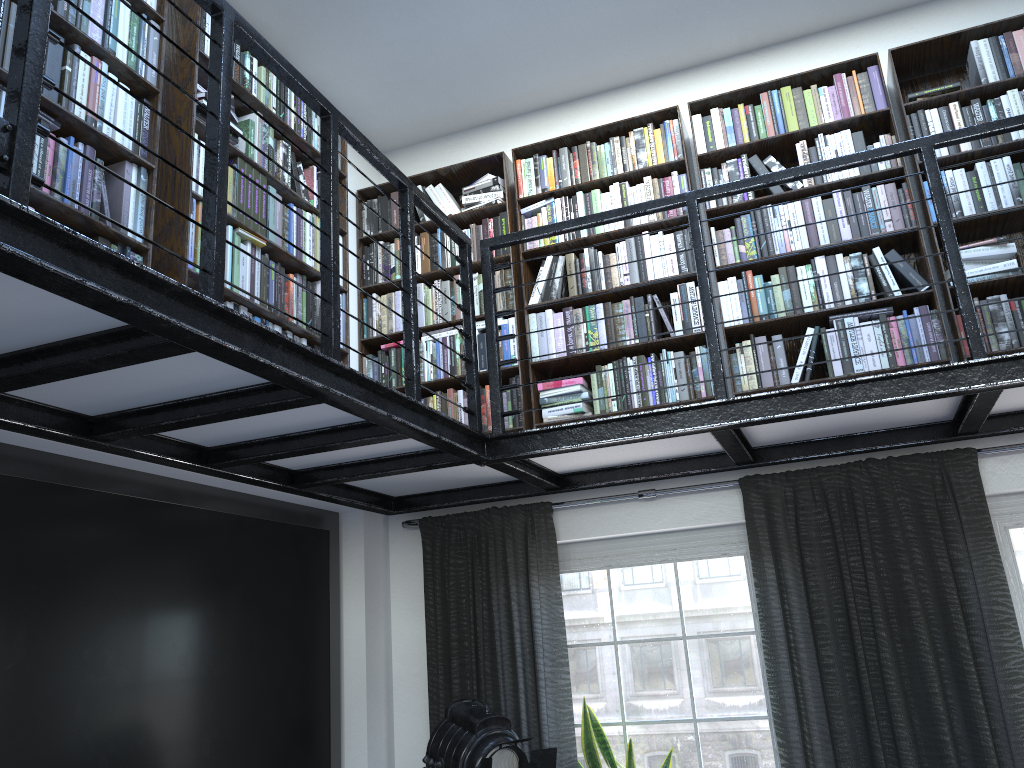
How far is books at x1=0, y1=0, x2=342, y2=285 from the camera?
2.48m

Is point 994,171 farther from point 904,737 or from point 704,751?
point 704,751

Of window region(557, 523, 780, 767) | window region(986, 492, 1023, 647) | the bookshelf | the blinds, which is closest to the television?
the blinds

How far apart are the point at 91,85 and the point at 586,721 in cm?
289

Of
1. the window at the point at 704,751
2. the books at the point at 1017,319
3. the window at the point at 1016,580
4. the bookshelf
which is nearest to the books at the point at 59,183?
the bookshelf

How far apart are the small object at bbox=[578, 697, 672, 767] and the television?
1.1 meters

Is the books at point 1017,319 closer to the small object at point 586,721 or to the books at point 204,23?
the books at point 204,23

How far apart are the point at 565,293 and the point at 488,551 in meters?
1.3

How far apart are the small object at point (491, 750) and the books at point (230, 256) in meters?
1.6 m

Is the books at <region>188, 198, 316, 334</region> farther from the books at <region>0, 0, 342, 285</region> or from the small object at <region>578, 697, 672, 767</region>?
the small object at <region>578, 697, 672, 767</region>
